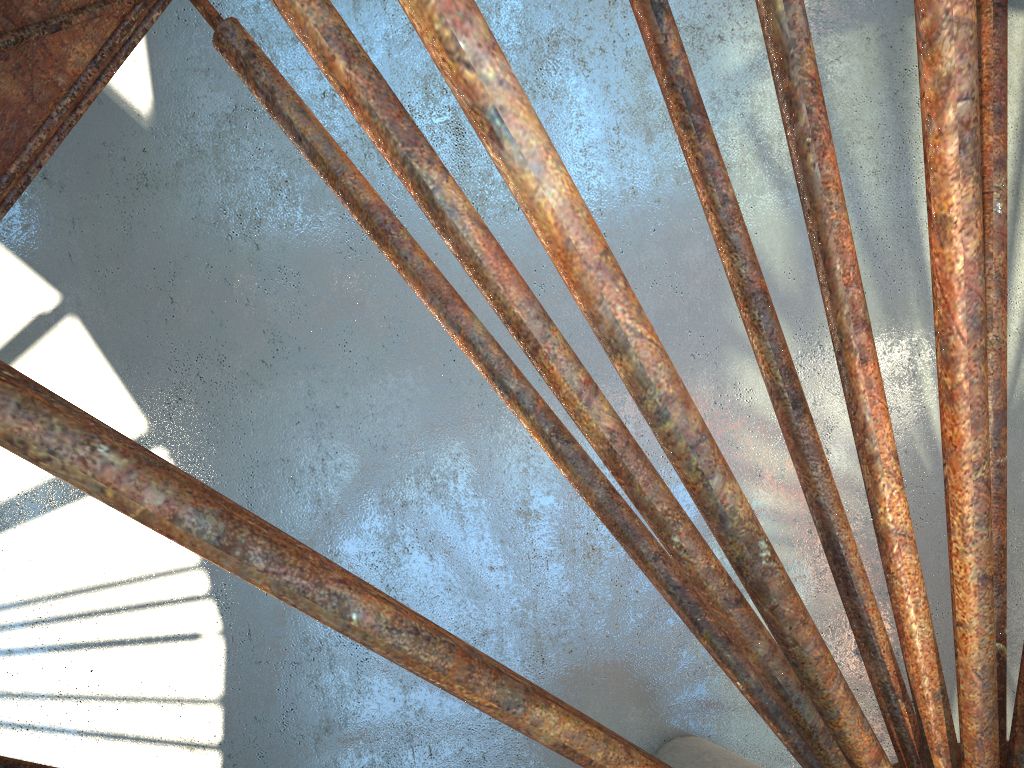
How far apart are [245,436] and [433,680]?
15.1 meters
